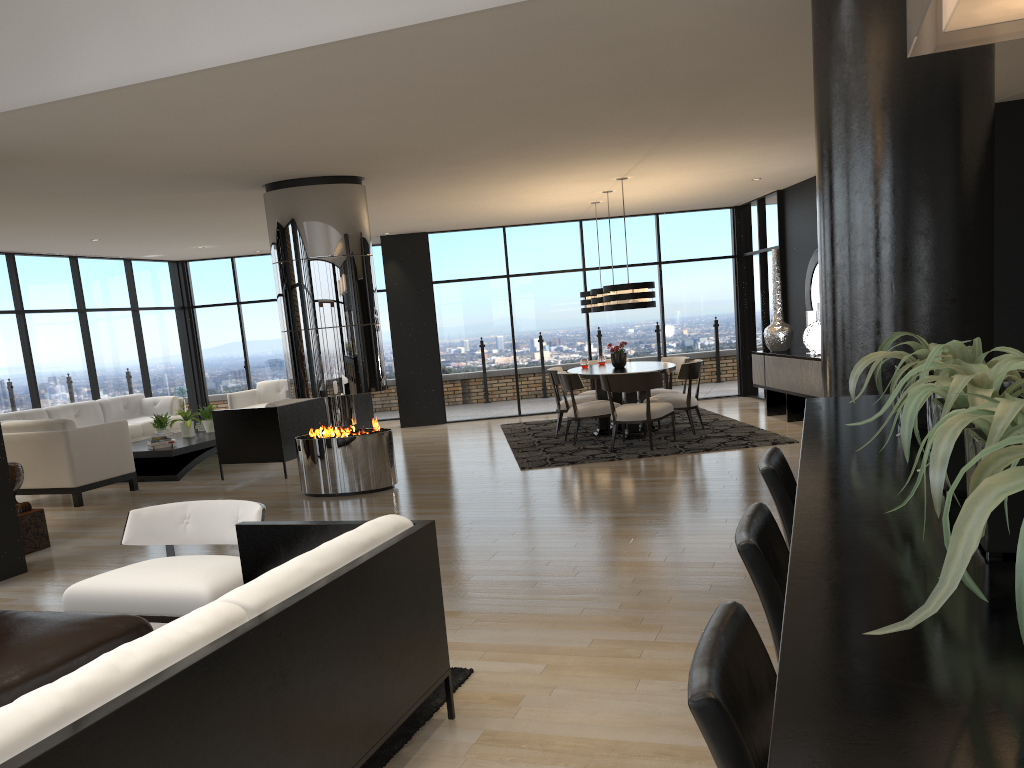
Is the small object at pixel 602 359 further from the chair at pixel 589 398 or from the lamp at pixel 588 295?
the chair at pixel 589 398

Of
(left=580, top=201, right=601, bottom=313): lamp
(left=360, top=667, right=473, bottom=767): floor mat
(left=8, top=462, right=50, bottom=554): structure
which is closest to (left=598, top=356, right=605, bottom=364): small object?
(left=580, top=201, right=601, bottom=313): lamp

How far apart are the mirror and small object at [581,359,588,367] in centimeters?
278cm

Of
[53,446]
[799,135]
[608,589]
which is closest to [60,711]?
[608,589]

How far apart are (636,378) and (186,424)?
5.5m

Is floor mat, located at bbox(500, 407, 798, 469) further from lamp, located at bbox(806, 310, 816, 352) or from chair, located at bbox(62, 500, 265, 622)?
chair, located at bbox(62, 500, 265, 622)

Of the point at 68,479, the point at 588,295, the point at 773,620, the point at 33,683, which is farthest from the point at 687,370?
the point at 773,620

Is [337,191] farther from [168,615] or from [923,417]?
[923,417]

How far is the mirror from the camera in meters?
10.4

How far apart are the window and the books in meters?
2.3
